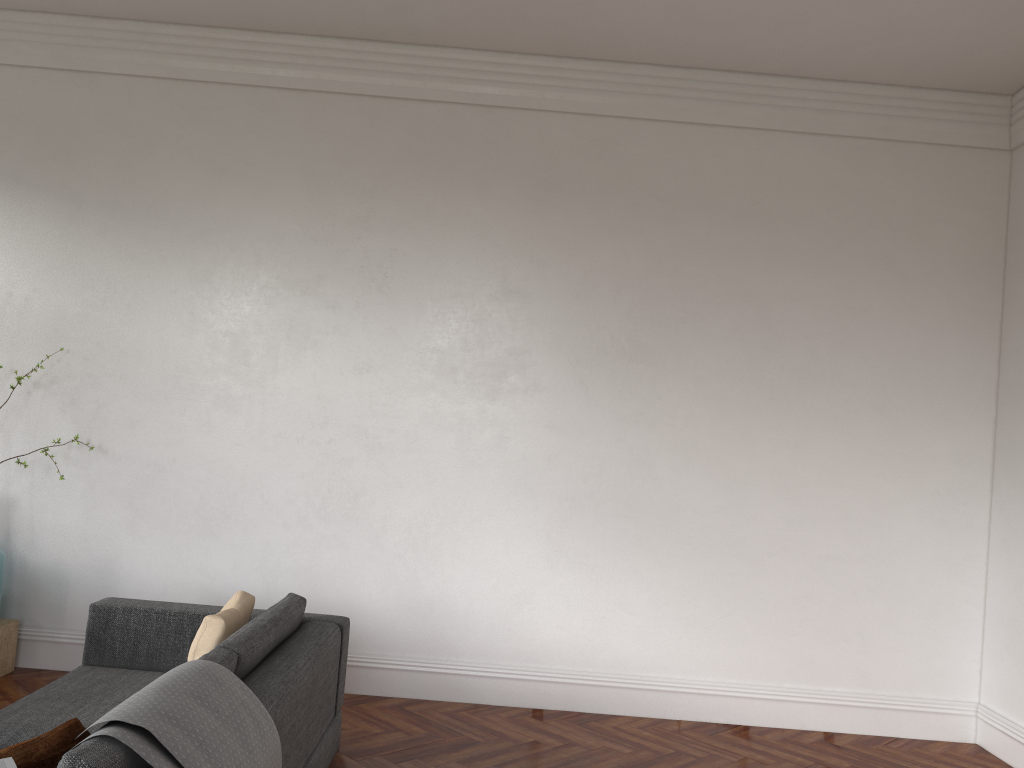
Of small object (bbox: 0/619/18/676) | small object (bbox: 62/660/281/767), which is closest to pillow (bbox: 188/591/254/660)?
small object (bbox: 62/660/281/767)

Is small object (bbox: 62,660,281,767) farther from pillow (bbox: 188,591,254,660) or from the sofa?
pillow (bbox: 188,591,254,660)

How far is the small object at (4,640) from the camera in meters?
5.1 m

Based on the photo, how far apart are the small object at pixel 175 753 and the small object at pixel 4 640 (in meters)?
2.96

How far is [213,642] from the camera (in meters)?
3.53

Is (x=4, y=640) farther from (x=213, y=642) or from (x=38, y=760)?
(x=38, y=760)

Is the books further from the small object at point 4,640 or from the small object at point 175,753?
the small object at point 4,640

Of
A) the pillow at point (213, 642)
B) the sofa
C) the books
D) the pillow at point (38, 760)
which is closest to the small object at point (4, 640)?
the sofa

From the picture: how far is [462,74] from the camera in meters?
5.5

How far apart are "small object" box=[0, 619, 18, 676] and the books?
3.5m
